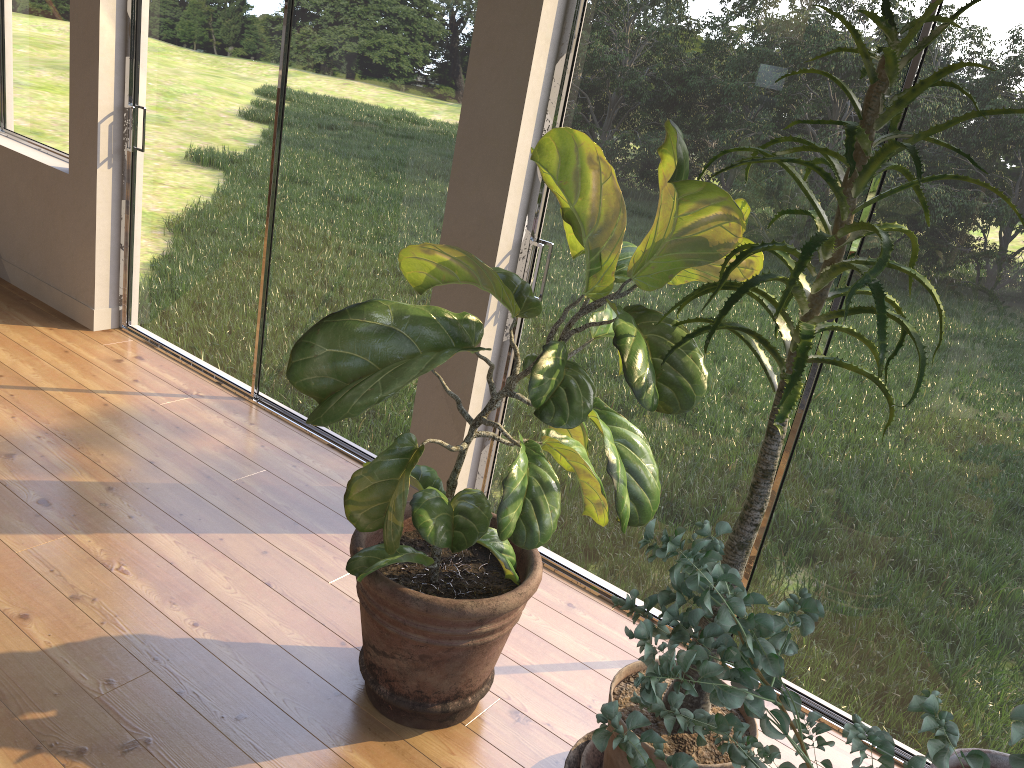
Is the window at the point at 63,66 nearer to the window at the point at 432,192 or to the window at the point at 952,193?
the window at the point at 432,192

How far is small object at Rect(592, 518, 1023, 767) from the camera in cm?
107

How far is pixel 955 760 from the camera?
1.8 meters

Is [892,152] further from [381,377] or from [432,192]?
[432,192]

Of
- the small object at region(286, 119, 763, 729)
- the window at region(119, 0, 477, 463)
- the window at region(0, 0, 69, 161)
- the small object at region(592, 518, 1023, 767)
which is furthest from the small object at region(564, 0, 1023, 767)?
the window at region(0, 0, 69, 161)

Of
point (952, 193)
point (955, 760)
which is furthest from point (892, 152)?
point (955, 760)

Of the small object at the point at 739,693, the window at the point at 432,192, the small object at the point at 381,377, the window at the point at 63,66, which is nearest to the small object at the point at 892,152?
the small object at the point at 381,377

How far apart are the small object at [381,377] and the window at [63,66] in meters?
2.9

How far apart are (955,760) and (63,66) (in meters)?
4.49

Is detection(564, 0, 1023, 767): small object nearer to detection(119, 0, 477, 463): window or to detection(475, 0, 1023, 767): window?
detection(475, 0, 1023, 767): window
